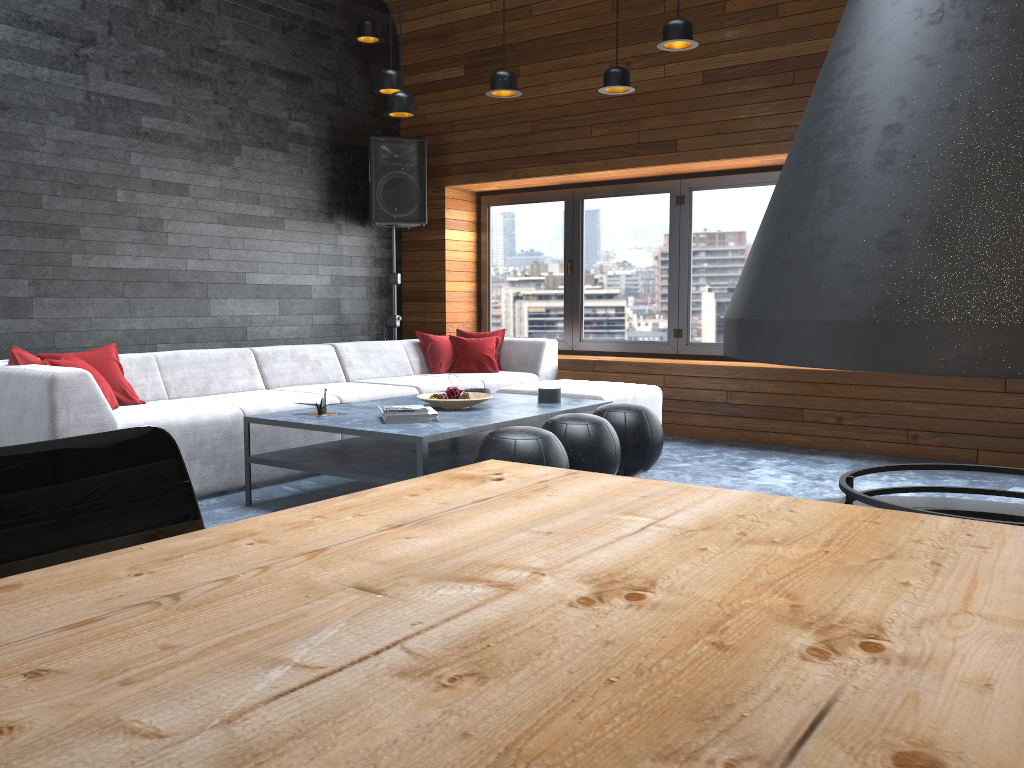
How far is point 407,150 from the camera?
7.2m

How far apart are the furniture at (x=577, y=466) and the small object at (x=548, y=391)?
0.7m

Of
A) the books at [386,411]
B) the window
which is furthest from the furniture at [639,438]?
the window

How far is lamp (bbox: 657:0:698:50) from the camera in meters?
4.4 m

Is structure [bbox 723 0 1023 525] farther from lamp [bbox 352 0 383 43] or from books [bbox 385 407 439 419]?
lamp [bbox 352 0 383 43]

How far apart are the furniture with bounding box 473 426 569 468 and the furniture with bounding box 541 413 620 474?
0.3m

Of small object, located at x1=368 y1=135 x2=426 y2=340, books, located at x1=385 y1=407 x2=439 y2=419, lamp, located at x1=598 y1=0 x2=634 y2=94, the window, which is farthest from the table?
small object, located at x1=368 y1=135 x2=426 y2=340

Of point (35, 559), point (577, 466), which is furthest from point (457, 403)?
point (35, 559)

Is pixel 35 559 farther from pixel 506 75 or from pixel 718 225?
pixel 718 225

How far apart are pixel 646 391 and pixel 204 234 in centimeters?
326cm
